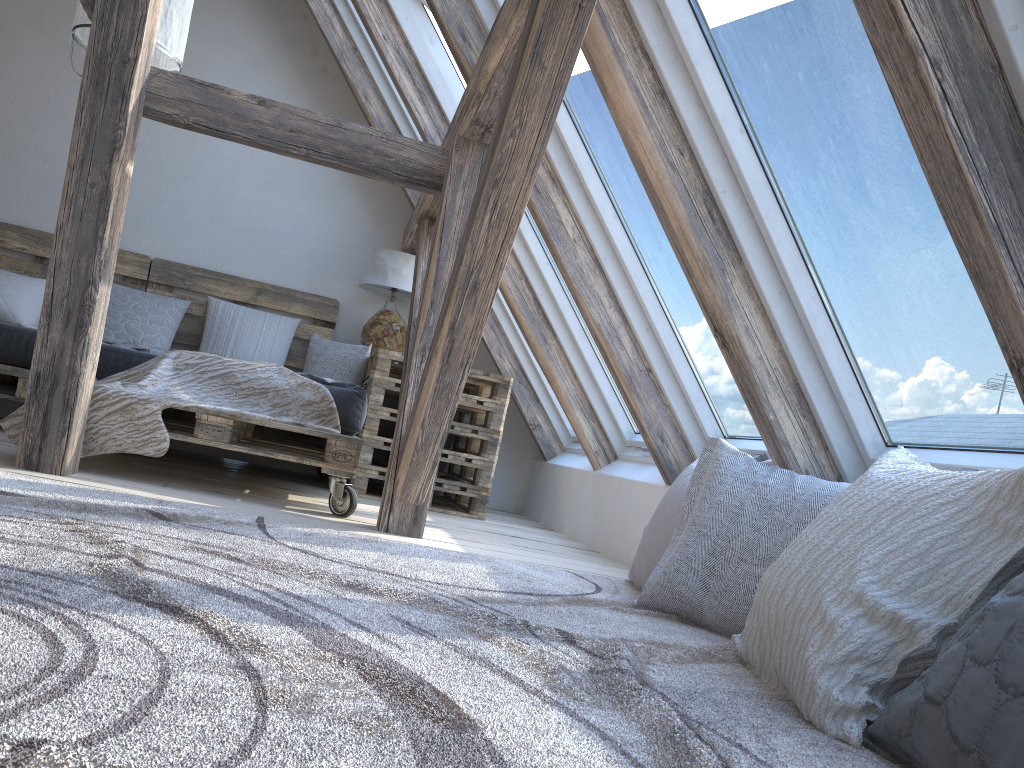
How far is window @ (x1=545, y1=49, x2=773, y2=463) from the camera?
2.9m

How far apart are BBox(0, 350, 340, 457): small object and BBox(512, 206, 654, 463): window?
1.1 meters

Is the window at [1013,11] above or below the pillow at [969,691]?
above

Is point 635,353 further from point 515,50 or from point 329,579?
point 329,579

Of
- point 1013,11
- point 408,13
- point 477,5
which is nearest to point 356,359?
point 408,13

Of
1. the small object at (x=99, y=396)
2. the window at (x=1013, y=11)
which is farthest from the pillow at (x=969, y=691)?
the small object at (x=99, y=396)

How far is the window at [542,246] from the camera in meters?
4.0

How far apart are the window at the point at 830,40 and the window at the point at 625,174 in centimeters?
49cm

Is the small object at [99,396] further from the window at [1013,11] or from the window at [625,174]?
the window at [1013,11]

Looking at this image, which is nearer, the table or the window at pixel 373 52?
the table
